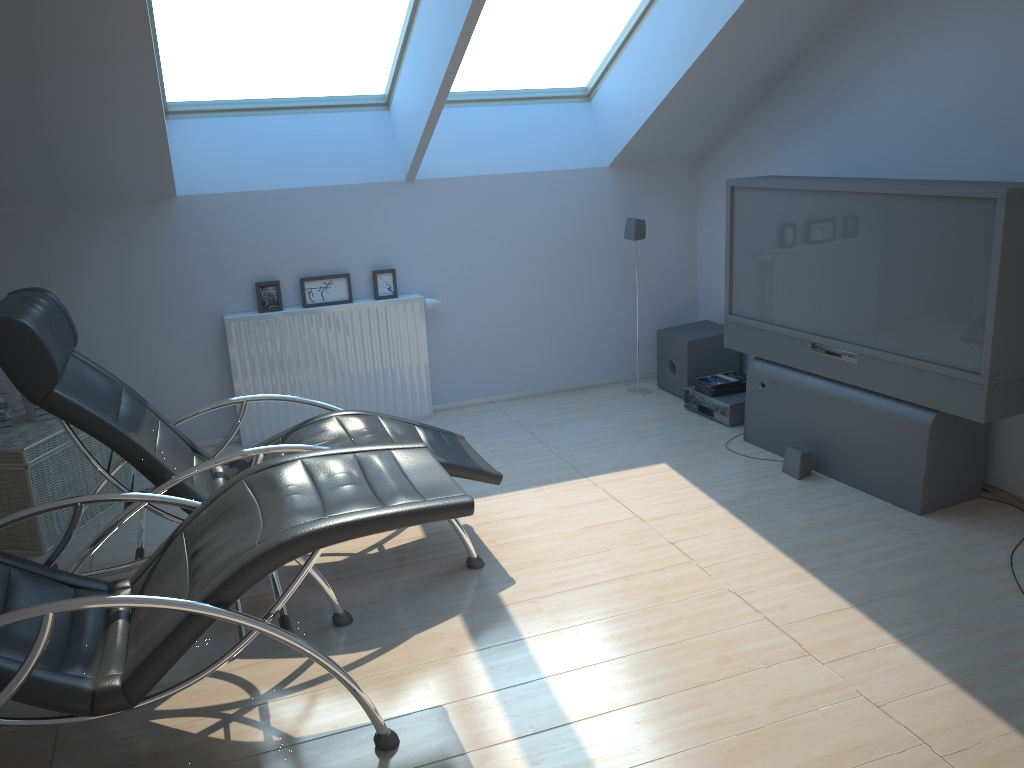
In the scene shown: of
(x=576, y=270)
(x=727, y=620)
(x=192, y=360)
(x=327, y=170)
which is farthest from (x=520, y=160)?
(x=727, y=620)

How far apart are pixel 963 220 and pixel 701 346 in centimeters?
225cm

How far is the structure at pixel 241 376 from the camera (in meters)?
5.27

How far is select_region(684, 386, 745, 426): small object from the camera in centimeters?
525cm

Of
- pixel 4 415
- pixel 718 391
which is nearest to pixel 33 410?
pixel 4 415

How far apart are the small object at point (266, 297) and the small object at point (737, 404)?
1.9m

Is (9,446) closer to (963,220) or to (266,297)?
(266,297)

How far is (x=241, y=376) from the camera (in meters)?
5.27

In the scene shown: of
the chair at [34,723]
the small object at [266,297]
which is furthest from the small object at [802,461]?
the small object at [266,297]

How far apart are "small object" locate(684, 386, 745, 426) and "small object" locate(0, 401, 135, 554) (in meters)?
3.30
